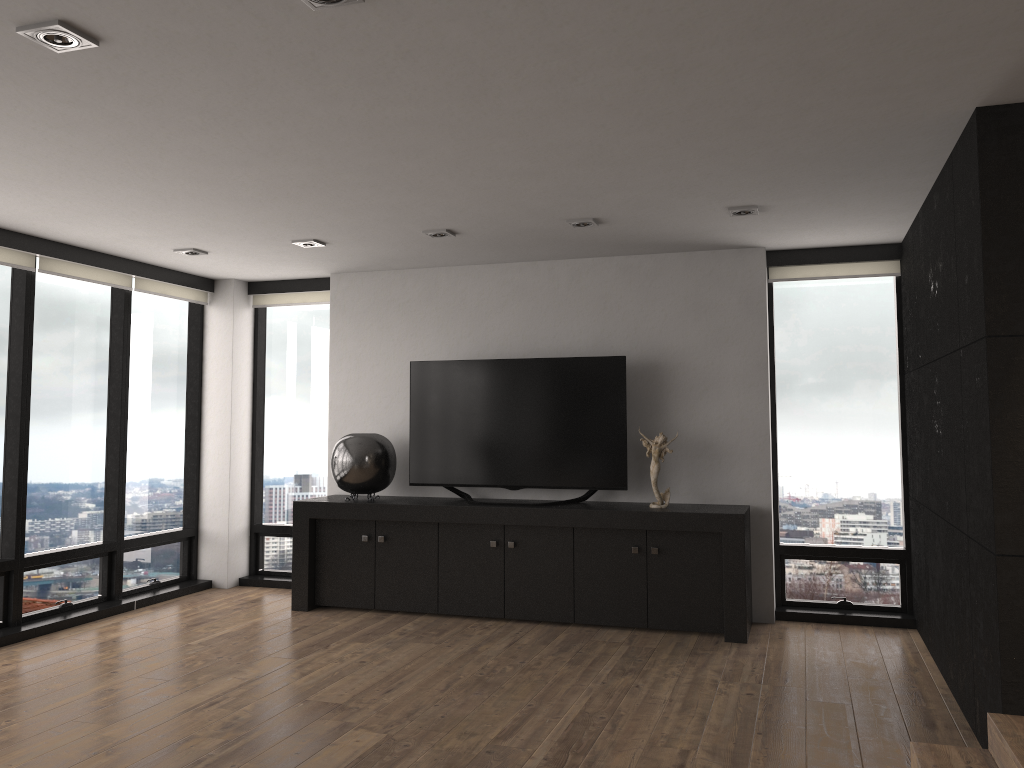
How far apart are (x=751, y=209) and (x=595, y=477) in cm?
203

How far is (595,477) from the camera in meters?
5.8 m

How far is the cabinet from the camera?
Result: 5.37m

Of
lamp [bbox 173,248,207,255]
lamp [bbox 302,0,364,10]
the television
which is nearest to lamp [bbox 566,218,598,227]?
the television

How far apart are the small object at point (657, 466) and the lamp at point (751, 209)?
1.5 meters

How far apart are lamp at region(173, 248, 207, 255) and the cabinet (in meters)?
1.84

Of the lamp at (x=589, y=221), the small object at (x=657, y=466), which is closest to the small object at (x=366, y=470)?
the small object at (x=657, y=466)

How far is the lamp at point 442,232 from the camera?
5.3m

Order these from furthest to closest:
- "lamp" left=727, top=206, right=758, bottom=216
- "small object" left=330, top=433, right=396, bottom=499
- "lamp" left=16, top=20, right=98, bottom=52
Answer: "small object" left=330, top=433, right=396, bottom=499, "lamp" left=727, top=206, right=758, bottom=216, "lamp" left=16, top=20, right=98, bottom=52

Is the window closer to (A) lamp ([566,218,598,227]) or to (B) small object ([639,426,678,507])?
(B) small object ([639,426,678,507])
